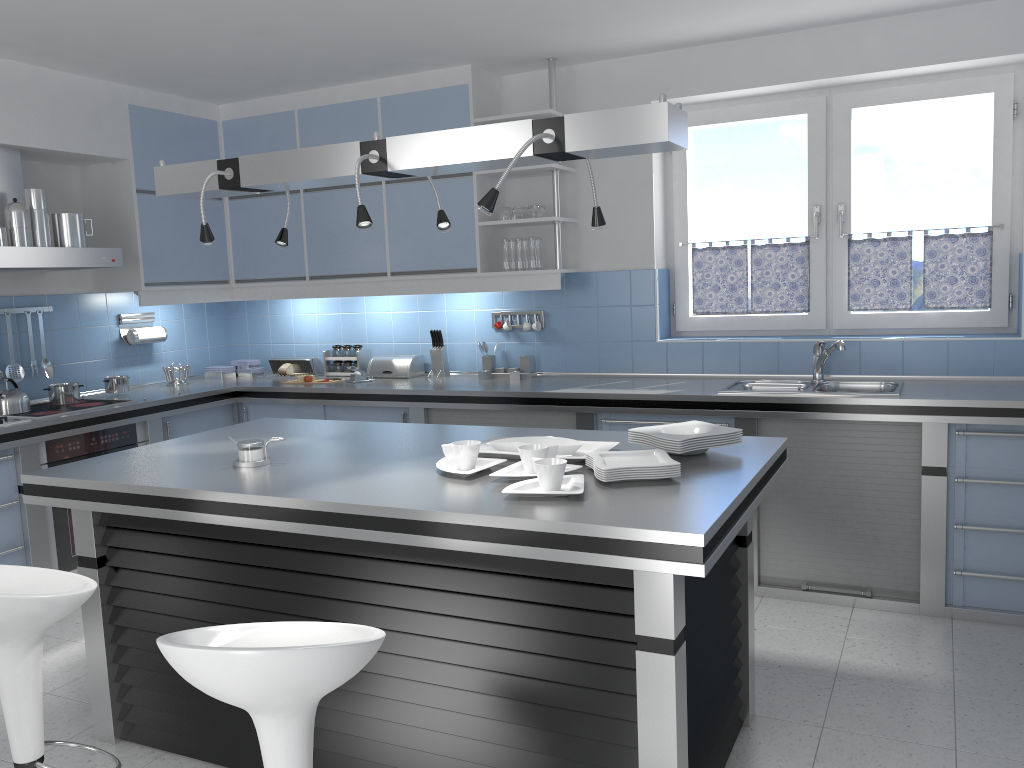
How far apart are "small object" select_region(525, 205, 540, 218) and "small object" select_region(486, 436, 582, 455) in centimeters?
217cm

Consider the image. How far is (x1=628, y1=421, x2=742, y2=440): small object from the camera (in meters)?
2.77

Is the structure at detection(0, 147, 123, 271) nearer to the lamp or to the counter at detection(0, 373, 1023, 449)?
the counter at detection(0, 373, 1023, 449)

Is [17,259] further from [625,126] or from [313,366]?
[625,126]

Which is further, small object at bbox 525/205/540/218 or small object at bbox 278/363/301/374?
small object at bbox 278/363/301/374

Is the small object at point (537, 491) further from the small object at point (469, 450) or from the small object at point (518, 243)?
the small object at point (518, 243)

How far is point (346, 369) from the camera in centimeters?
572cm

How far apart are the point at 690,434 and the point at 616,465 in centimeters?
35cm

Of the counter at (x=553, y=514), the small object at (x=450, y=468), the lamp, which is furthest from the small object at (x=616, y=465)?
the lamp

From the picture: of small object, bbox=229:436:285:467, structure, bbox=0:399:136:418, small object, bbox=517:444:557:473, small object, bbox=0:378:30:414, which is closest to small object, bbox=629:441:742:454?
small object, bbox=517:444:557:473
